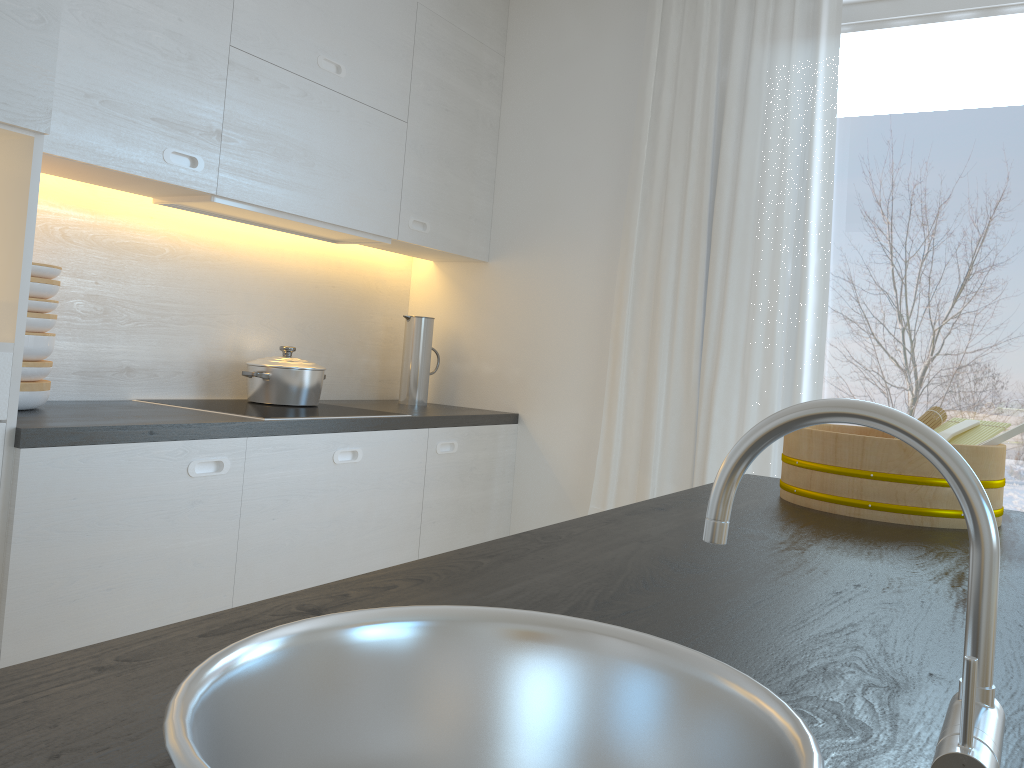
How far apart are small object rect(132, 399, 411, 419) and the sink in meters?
1.8

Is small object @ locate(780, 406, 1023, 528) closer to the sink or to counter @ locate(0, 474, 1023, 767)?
counter @ locate(0, 474, 1023, 767)

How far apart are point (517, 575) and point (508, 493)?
2.6m

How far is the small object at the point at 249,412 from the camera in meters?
2.5 m

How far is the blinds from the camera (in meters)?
2.91

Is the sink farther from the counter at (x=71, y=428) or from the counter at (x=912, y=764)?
the counter at (x=71, y=428)

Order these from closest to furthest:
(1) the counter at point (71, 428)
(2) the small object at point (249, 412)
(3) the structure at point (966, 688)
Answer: (3) the structure at point (966, 688), (1) the counter at point (71, 428), (2) the small object at point (249, 412)

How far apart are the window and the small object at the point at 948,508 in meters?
1.2 m

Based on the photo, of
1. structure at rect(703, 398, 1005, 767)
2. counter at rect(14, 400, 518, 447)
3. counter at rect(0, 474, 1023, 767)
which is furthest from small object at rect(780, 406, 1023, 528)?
counter at rect(14, 400, 518, 447)

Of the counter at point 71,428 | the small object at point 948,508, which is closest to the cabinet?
the counter at point 71,428
